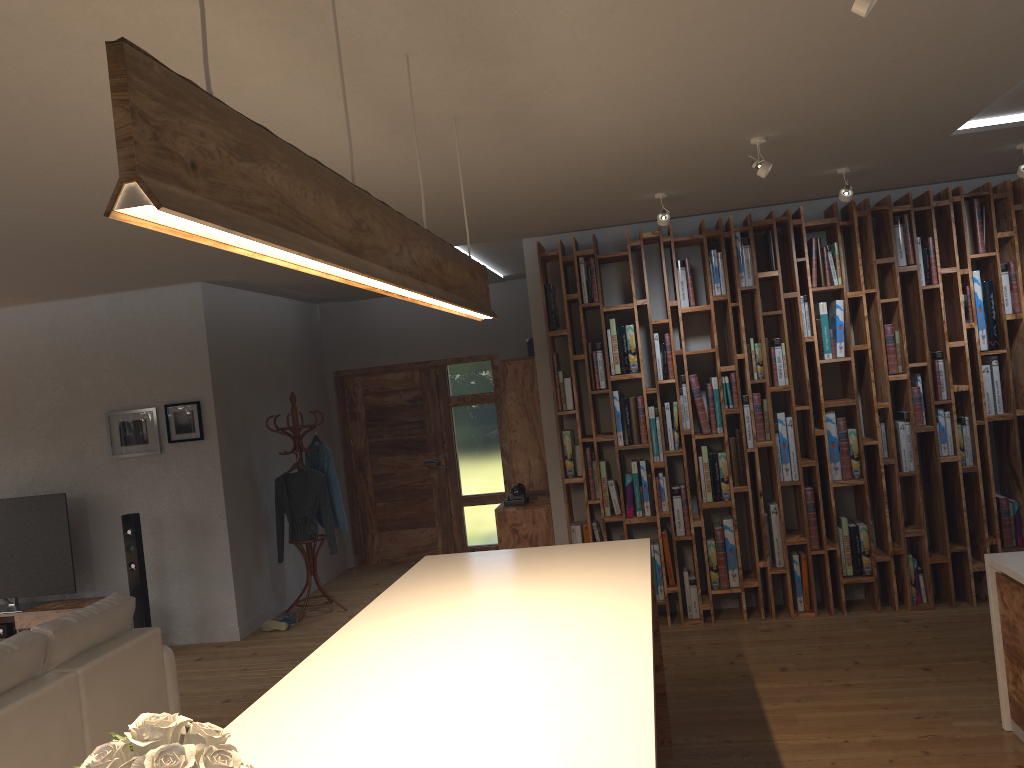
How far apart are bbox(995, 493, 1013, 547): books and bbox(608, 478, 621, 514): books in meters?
2.4

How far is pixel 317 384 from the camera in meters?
9.1 m

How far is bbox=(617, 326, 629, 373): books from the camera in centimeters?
606cm

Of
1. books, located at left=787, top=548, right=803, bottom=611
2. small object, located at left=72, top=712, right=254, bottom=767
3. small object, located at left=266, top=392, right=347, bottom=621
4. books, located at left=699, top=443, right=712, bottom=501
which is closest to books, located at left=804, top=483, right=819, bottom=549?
books, located at left=787, top=548, right=803, bottom=611

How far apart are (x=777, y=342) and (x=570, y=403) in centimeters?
144cm

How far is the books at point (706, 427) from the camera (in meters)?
5.97

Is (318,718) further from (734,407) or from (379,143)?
(734,407)

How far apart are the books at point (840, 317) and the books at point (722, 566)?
1.4 meters

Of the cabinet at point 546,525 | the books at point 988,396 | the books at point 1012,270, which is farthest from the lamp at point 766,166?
the cabinet at point 546,525

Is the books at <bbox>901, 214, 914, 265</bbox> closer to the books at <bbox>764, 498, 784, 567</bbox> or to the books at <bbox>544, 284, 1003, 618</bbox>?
the books at <bbox>544, 284, 1003, 618</bbox>
